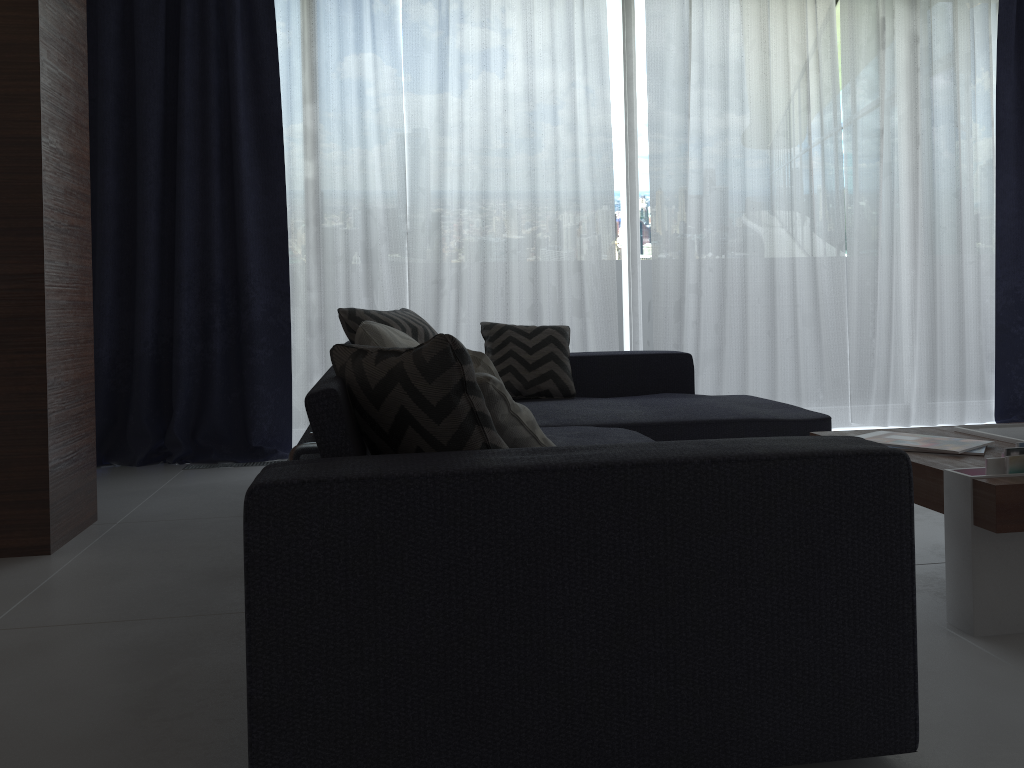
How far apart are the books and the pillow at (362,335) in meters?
1.3 m

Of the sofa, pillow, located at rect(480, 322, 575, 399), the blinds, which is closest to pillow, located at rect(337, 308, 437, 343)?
pillow, located at rect(480, 322, 575, 399)

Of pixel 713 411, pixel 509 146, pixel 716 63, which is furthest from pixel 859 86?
pixel 713 411

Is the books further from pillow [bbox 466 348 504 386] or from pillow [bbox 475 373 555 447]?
pillow [bbox 466 348 504 386]

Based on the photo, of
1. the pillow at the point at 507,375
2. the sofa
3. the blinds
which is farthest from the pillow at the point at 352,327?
the blinds

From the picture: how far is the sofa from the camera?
1.3 meters

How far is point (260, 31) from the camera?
4.3m

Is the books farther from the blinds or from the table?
the blinds

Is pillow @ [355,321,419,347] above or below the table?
above

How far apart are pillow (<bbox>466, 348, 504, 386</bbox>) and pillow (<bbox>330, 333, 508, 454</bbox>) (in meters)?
0.33
